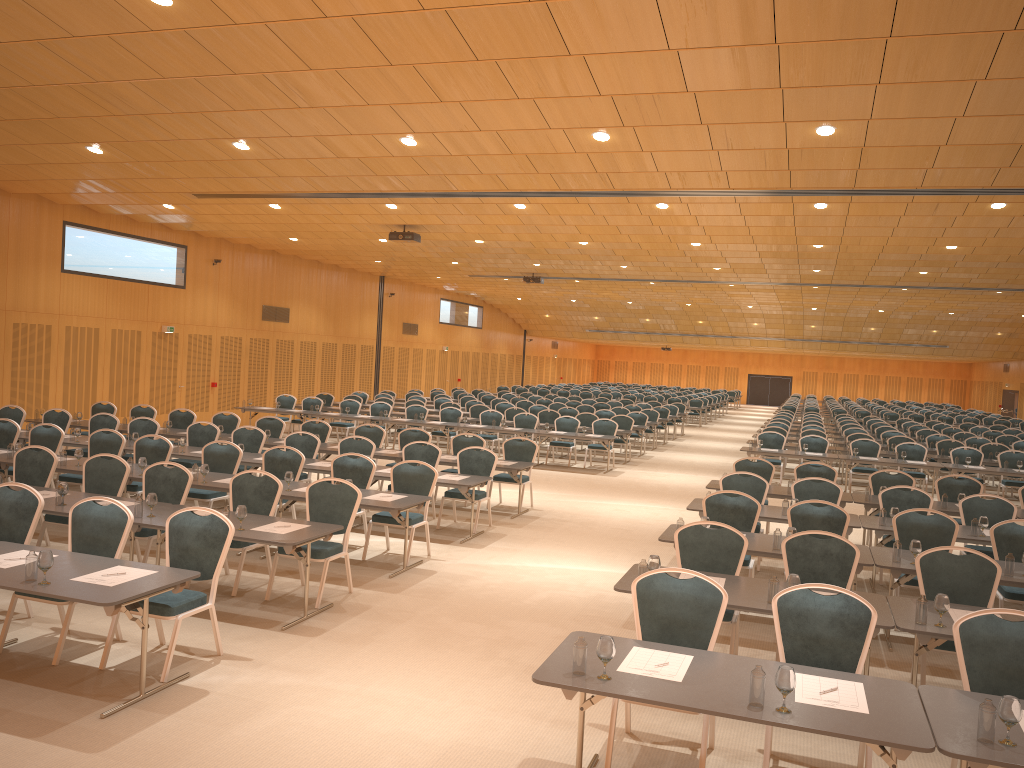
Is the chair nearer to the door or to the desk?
the desk

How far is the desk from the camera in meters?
4.1

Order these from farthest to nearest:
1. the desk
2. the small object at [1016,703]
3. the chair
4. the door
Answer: the door < the chair < the desk < the small object at [1016,703]

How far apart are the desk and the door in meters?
12.0

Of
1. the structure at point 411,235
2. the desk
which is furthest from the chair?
A: the structure at point 411,235

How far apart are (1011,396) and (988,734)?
47.2 meters

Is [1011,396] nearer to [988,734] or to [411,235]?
[411,235]

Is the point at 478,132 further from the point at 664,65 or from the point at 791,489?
the point at 791,489

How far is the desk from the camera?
4.1m

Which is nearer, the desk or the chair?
the desk
